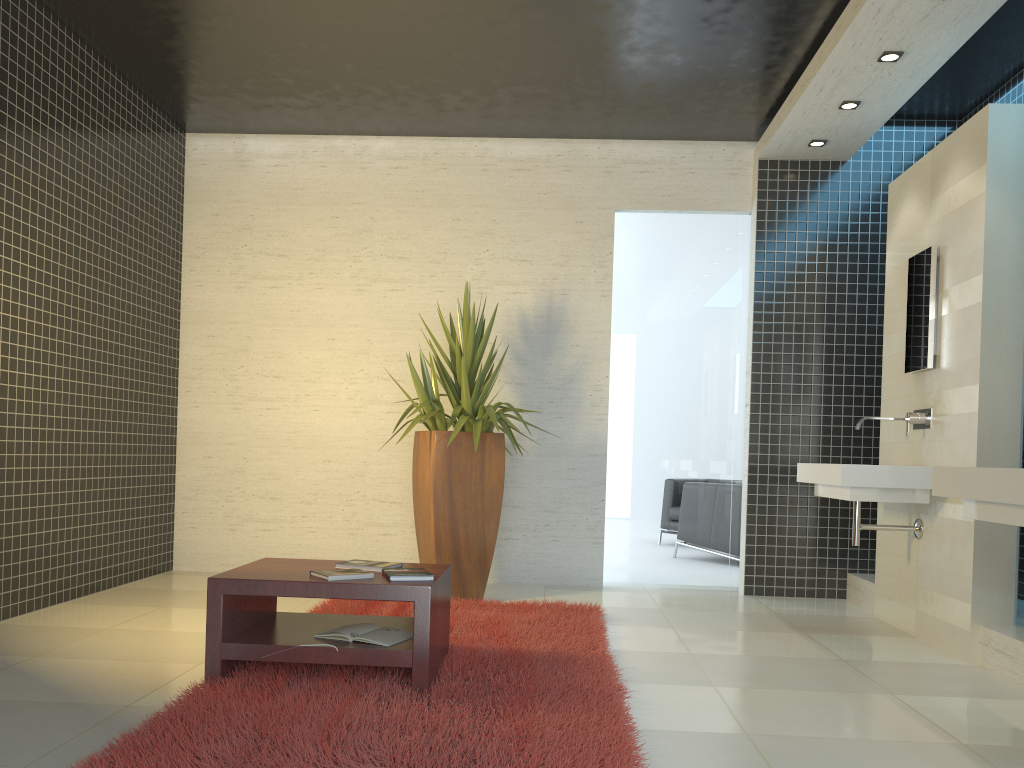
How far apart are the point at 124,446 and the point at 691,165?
4.52m

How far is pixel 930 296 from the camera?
4.9 meters

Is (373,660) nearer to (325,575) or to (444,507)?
(325,575)

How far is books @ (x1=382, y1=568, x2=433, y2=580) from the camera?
3.3 meters

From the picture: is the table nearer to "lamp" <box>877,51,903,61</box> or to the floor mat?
the floor mat

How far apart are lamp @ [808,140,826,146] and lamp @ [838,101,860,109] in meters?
0.6 m

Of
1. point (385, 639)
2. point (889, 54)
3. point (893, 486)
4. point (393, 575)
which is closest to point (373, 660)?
point (385, 639)

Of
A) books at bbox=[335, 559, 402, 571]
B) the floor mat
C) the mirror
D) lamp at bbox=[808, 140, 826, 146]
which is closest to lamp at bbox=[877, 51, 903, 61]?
the mirror

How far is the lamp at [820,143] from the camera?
6.1 meters

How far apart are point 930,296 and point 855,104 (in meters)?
1.37
